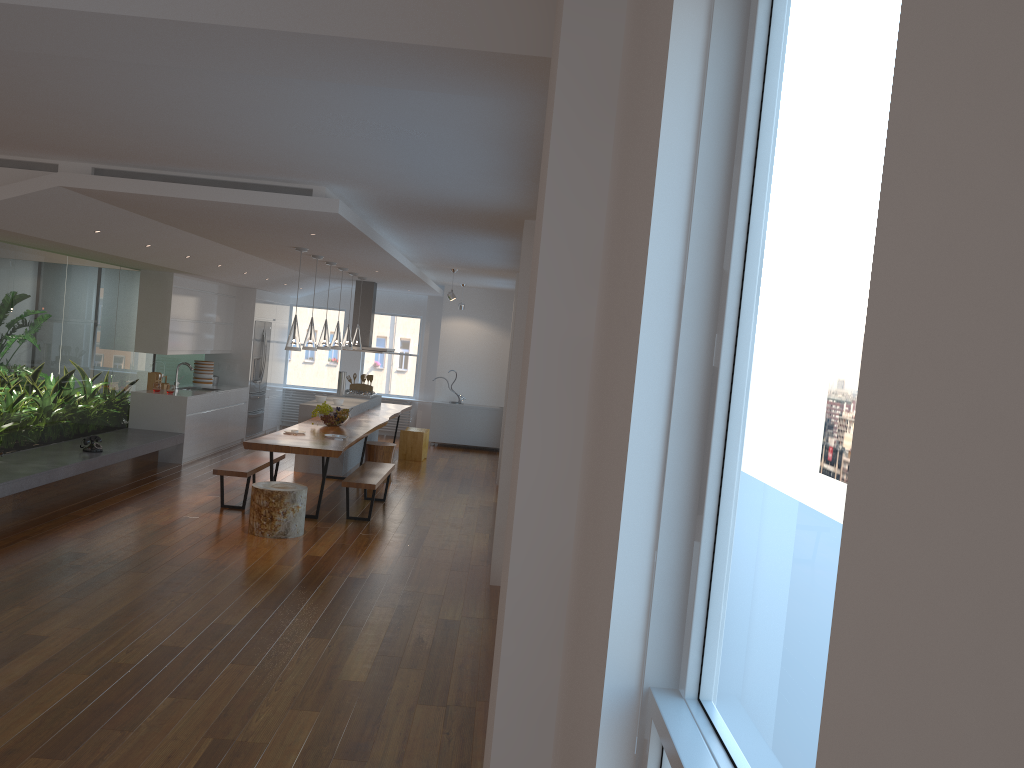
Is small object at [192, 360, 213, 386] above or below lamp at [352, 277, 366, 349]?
below

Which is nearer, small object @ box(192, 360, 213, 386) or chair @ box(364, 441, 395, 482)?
chair @ box(364, 441, 395, 482)

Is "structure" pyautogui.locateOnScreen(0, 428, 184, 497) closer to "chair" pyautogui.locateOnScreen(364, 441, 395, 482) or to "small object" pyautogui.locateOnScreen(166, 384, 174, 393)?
"small object" pyautogui.locateOnScreen(166, 384, 174, 393)

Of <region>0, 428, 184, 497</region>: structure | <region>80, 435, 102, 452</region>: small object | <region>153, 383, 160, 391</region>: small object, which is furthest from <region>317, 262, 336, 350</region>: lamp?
<region>80, 435, 102, 452</region>: small object

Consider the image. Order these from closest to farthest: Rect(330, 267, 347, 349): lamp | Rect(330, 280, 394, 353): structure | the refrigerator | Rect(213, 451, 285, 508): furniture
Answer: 1. Rect(213, 451, 285, 508): furniture
2. Rect(330, 267, 347, 349): lamp
3. Rect(330, 280, 394, 353): structure
4. the refrigerator

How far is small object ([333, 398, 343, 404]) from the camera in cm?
1115

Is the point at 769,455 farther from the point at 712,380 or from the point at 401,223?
the point at 401,223

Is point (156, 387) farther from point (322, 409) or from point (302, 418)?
point (322, 409)

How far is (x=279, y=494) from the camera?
7.4m

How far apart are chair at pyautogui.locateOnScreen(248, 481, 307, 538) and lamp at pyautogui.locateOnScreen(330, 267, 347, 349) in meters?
3.3 m
